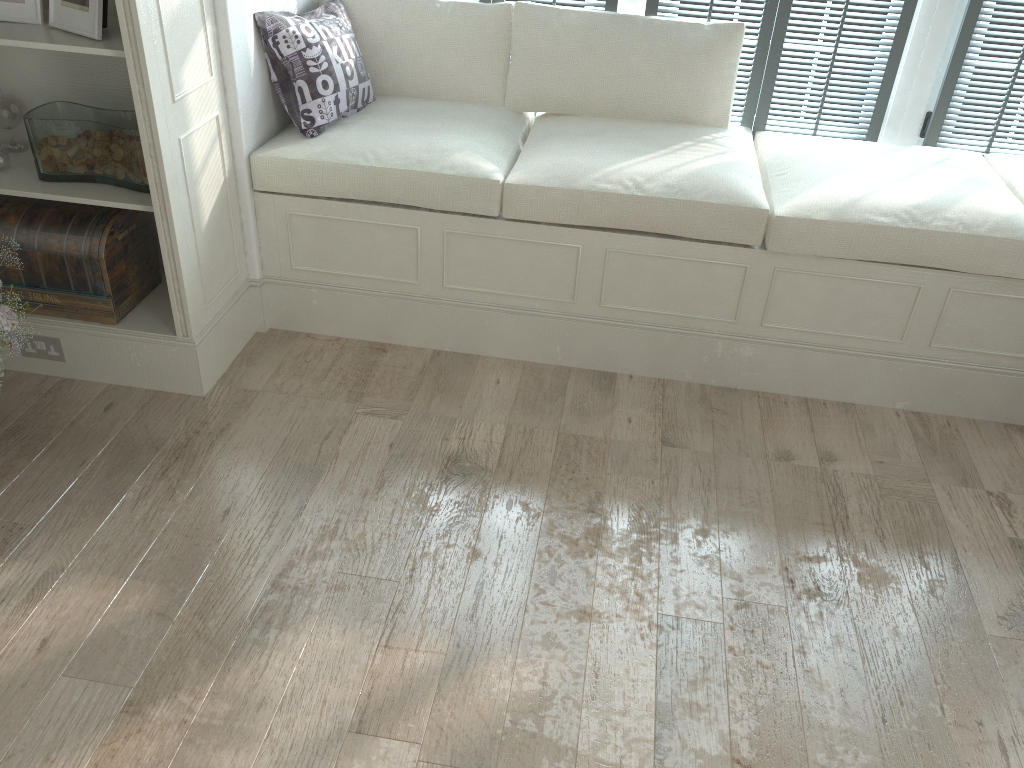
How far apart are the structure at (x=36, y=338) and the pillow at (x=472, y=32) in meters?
1.4 m

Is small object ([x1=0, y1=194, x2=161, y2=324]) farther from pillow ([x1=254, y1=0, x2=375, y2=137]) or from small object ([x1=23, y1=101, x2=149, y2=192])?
pillow ([x1=254, y1=0, x2=375, y2=137])

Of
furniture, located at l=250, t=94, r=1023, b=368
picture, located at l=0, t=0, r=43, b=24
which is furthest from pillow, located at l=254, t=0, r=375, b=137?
picture, located at l=0, t=0, r=43, b=24

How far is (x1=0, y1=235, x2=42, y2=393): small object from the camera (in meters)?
2.25

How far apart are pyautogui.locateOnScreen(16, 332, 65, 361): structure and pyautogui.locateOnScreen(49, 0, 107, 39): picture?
0.9m

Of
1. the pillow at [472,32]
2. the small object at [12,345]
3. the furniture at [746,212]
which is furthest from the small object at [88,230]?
the pillow at [472,32]

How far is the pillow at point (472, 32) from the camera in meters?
3.0

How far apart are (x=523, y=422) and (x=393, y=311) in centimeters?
61cm

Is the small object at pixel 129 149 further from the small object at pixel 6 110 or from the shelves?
the small object at pixel 6 110

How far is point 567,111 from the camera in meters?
3.1 m
